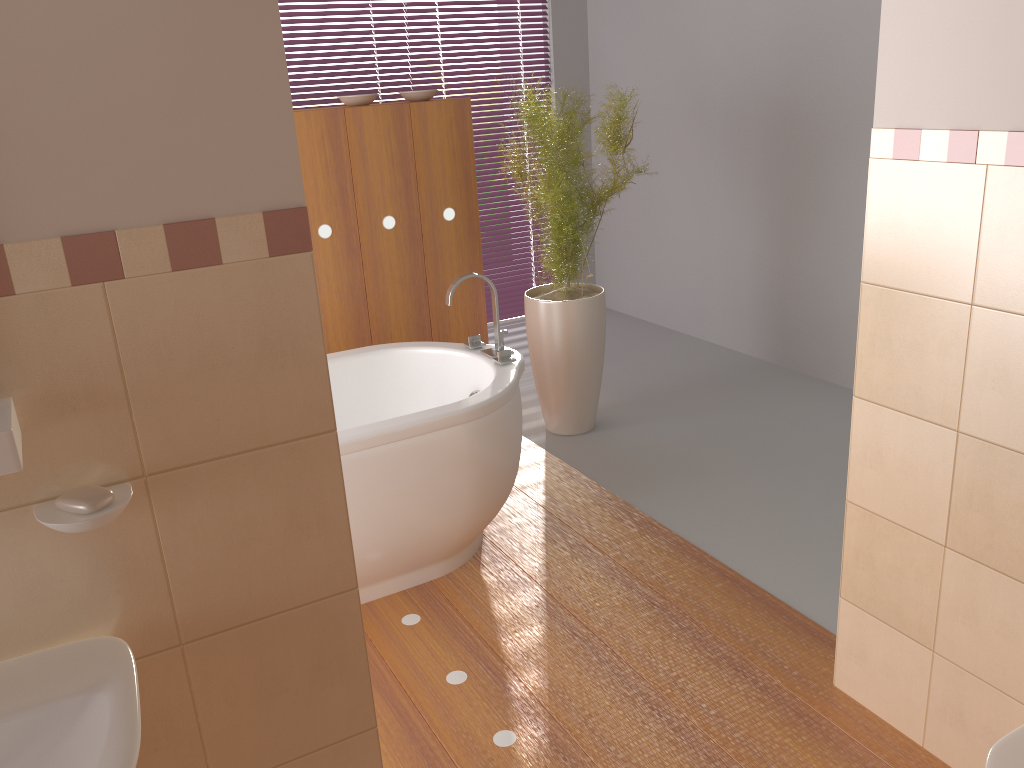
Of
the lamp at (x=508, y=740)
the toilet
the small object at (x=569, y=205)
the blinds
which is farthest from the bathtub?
the blinds

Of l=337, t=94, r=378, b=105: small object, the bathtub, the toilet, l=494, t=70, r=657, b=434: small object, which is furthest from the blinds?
the toilet

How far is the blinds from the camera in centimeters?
574cm

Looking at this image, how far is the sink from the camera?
1.02m

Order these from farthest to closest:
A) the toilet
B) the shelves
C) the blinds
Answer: the blinds
the toilet
the shelves

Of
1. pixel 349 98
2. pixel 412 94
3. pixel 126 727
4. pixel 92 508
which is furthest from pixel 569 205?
pixel 126 727

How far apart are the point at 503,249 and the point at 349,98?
2.2 meters

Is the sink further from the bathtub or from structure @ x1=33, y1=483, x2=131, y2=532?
the bathtub

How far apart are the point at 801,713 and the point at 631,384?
2.5m

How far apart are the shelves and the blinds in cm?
468
